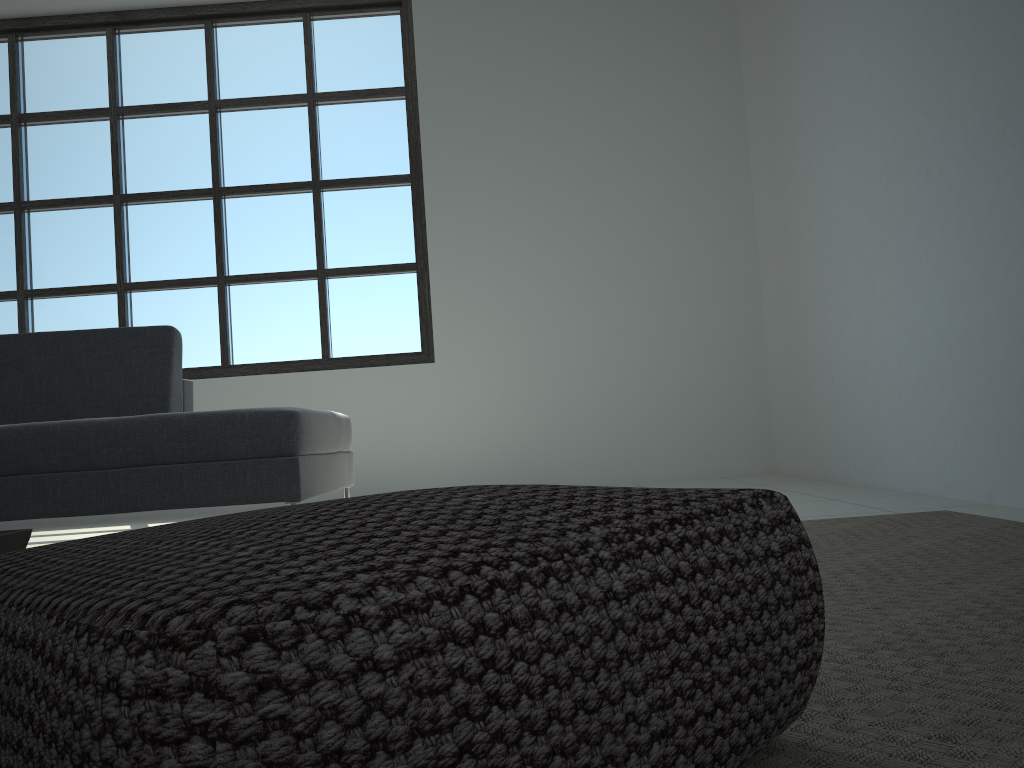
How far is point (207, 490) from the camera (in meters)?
2.80

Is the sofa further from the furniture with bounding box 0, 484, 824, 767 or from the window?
the furniture with bounding box 0, 484, 824, 767

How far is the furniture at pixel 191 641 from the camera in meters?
0.5 m

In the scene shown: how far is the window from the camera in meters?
5.2 m

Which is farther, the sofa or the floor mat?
the sofa

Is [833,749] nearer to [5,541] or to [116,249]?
[5,541]

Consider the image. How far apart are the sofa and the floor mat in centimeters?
153cm

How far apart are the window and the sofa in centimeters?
143cm

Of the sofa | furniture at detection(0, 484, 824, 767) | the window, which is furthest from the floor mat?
the window

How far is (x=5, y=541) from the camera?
1.3 meters
